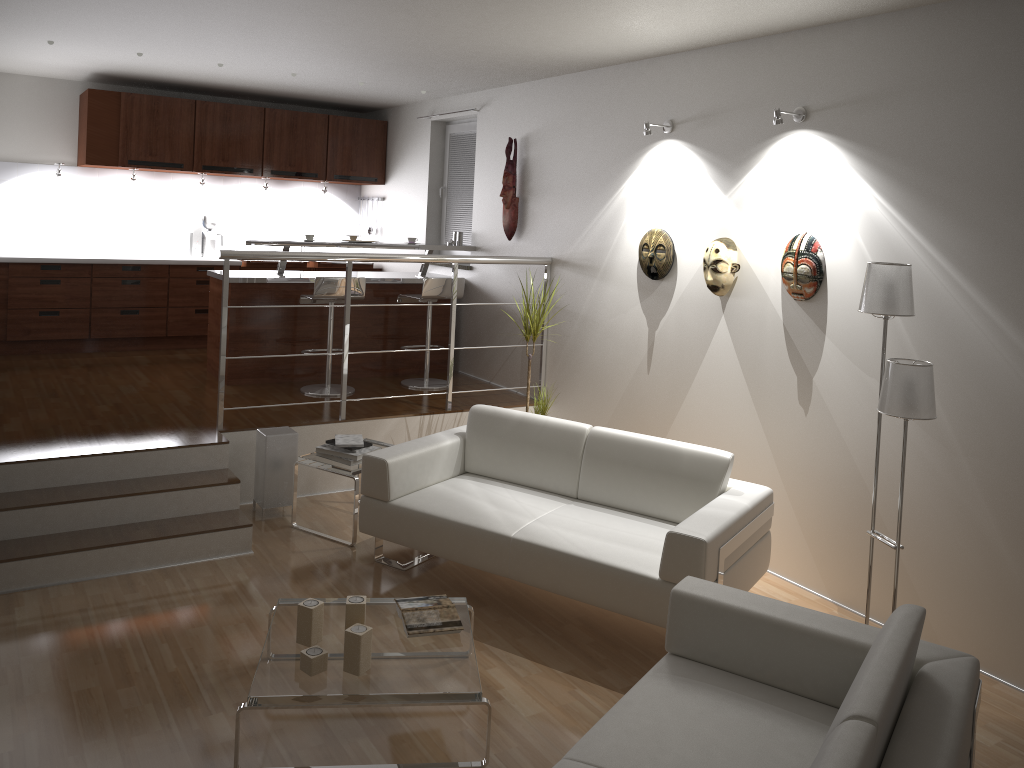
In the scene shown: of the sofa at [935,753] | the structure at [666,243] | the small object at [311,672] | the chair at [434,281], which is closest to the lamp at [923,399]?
the sofa at [935,753]

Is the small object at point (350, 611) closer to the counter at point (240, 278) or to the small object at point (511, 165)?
the counter at point (240, 278)

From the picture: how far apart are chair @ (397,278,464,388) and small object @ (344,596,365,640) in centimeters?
361cm

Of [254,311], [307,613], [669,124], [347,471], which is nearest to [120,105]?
A: [254,311]

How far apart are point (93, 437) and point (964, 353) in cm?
444

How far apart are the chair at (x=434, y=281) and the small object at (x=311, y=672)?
3.76m

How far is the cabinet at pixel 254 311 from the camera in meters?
6.4 m

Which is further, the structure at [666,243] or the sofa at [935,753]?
the structure at [666,243]

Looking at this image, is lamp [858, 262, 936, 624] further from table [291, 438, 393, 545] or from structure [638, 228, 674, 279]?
table [291, 438, 393, 545]

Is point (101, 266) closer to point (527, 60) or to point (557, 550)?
point (527, 60)
